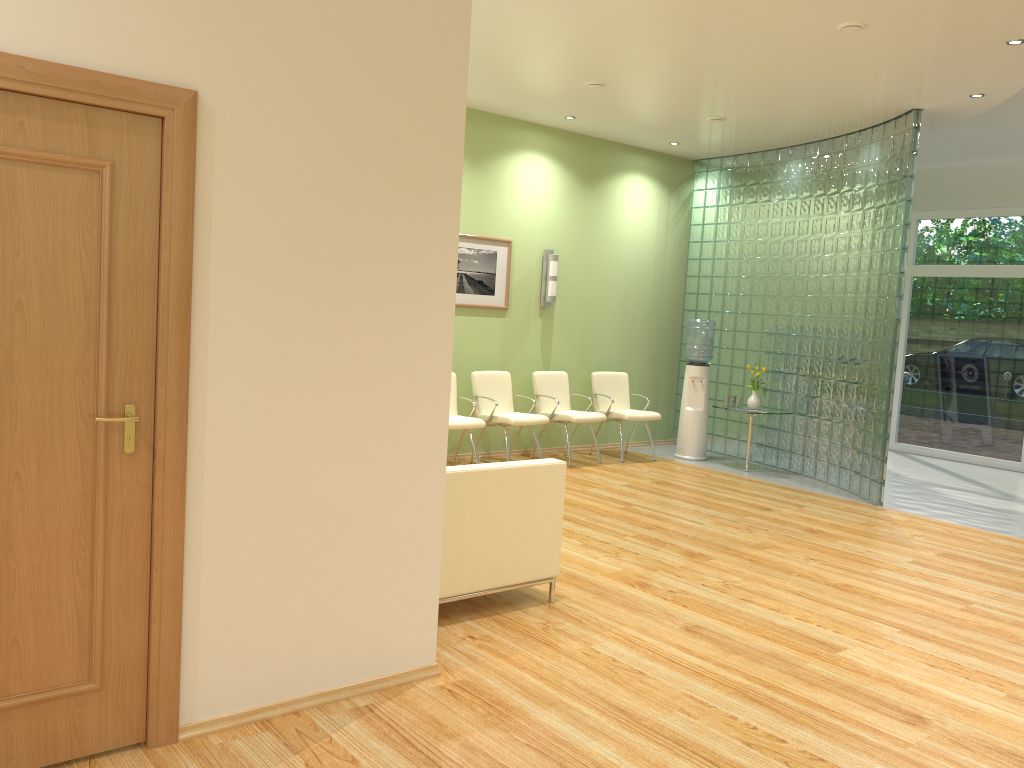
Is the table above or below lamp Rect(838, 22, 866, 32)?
below

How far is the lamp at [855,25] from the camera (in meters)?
5.39

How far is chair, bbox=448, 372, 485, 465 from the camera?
7.7 meters

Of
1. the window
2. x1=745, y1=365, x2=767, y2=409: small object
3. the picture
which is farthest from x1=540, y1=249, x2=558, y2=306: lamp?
the window

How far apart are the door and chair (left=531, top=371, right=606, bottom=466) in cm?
599

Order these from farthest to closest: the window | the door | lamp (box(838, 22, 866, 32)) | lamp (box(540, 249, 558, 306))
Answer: the window
lamp (box(540, 249, 558, 306))
lamp (box(838, 22, 866, 32))
the door

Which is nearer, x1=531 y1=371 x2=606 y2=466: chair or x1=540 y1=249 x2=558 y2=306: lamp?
x1=531 y1=371 x2=606 y2=466: chair

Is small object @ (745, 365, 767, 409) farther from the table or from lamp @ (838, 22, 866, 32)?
lamp @ (838, 22, 866, 32)

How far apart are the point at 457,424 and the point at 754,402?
3.3m

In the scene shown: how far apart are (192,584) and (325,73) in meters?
1.8 m
